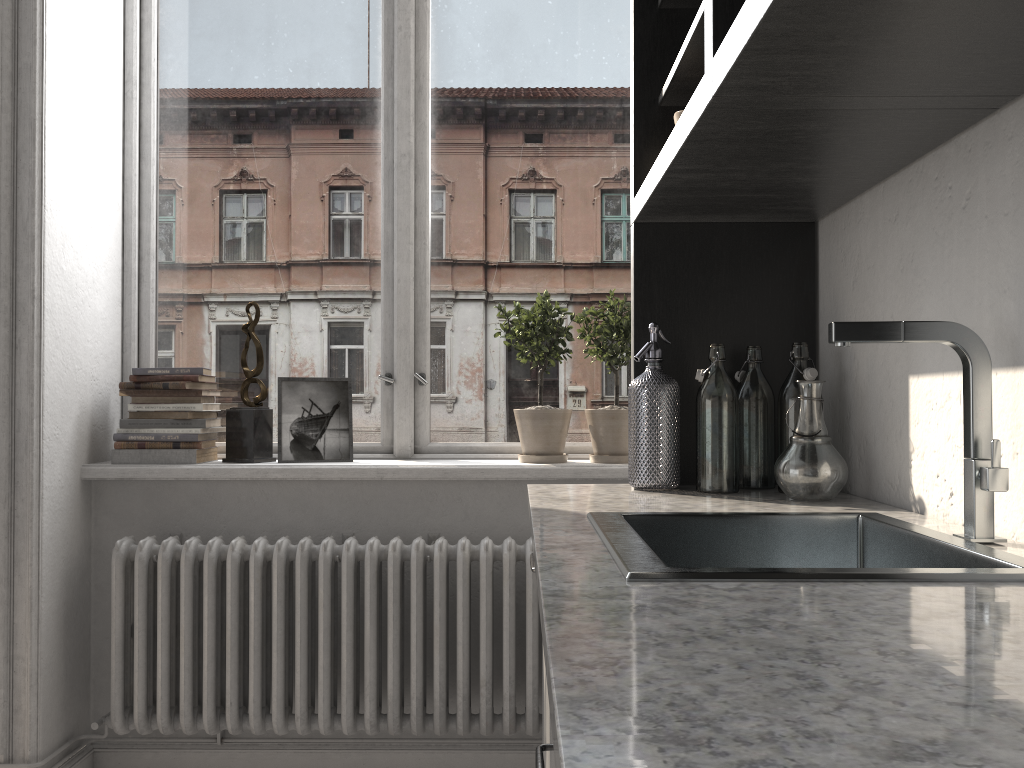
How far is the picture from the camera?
2.7 meters

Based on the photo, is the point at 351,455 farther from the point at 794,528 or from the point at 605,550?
the point at 605,550

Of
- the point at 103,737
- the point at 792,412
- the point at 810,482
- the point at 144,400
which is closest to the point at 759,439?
the point at 792,412

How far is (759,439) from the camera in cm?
184

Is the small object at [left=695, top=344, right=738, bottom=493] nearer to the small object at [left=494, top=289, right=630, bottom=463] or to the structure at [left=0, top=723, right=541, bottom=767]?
the small object at [left=494, top=289, right=630, bottom=463]

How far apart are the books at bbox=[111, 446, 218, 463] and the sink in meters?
1.6 m

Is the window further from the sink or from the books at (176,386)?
the sink

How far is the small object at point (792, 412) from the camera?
1.74m

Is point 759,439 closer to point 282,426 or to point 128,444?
point 282,426

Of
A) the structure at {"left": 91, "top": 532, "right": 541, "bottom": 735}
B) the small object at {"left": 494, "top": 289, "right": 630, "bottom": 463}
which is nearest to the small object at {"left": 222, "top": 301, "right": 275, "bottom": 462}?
the structure at {"left": 91, "top": 532, "right": 541, "bottom": 735}
